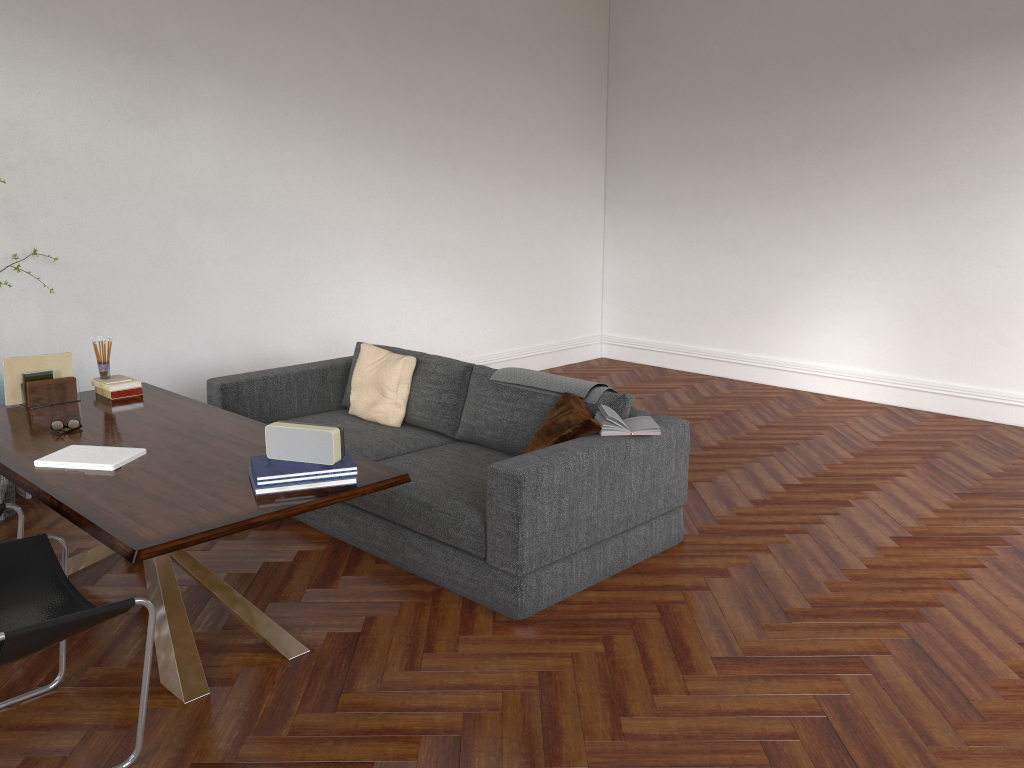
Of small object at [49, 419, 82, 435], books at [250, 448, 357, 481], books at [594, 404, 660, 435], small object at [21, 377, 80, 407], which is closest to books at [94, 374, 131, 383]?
small object at [21, 377, 80, 407]

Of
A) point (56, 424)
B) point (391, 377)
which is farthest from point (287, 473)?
point (391, 377)

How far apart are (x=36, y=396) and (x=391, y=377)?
1.9m

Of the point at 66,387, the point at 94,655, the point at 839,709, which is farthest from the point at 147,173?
the point at 839,709

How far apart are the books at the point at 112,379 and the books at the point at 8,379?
0.2 meters

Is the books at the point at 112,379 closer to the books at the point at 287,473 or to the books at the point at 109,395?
the books at the point at 109,395

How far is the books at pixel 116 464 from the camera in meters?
3.3 m

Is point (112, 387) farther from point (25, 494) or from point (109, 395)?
point (25, 494)

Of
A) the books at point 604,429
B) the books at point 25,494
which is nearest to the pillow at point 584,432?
the books at point 604,429

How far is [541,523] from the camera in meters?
3.7
